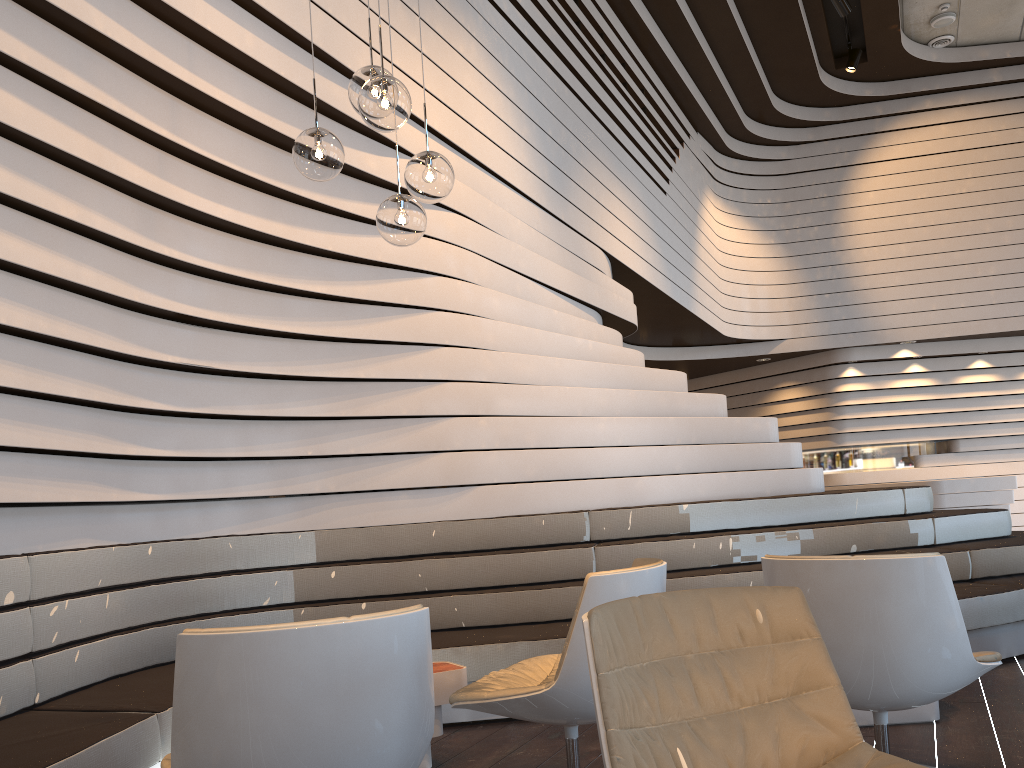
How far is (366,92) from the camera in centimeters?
281cm

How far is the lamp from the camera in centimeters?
281cm

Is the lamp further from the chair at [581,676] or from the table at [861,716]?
the table at [861,716]

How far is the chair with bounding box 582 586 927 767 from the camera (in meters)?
1.64

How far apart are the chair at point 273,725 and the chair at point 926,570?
1.2 meters

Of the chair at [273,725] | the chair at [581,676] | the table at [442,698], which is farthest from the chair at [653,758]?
the table at [442,698]

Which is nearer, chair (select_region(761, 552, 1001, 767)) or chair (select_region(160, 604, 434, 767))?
chair (select_region(160, 604, 434, 767))

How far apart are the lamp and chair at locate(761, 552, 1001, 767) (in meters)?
1.53

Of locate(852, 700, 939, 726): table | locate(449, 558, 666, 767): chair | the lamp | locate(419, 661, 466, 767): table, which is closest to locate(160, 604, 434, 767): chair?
locate(449, 558, 666, 767): chair

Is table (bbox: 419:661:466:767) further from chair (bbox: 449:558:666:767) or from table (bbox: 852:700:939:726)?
table (bbox: 852:700:939:726)
